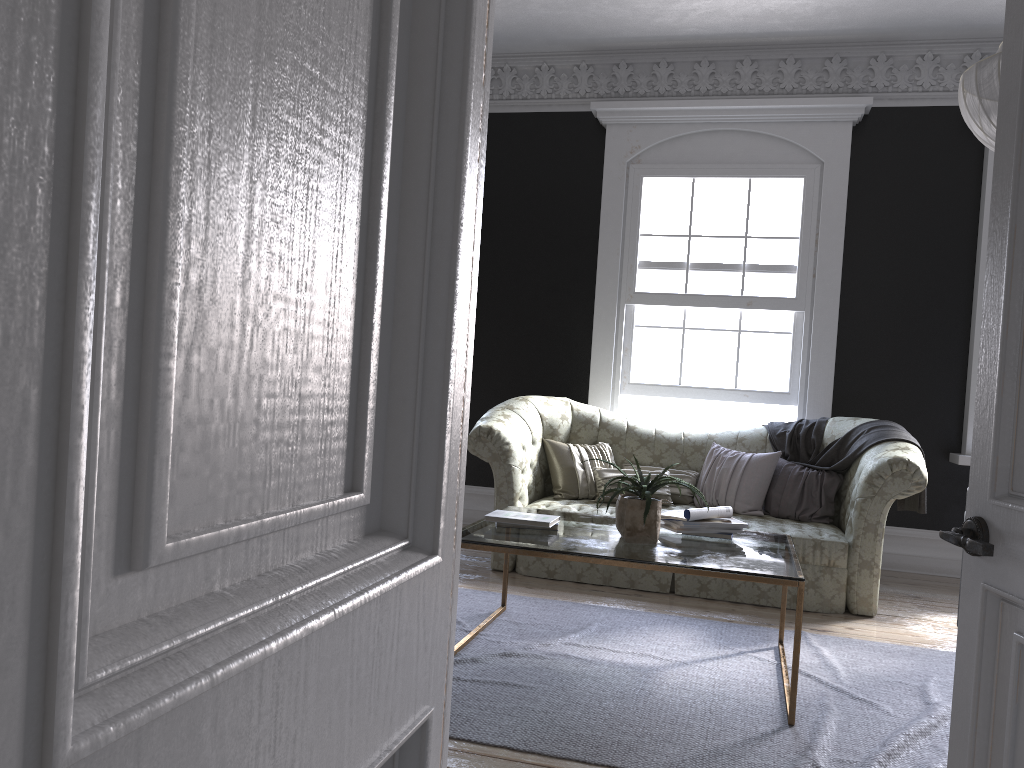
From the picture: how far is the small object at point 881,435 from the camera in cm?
551

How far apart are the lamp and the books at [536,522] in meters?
2.4 m

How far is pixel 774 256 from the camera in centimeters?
680cm

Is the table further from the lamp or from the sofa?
the lamp

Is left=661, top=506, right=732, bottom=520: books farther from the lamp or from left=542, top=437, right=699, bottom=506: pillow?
the lamp

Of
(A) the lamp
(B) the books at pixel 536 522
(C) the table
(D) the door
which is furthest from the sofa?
(D) the door

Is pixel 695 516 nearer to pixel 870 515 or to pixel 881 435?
pixel 870 515

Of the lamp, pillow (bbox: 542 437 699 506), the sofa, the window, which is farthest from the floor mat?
the window

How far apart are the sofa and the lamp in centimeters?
201cm

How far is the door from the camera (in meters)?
1.64
